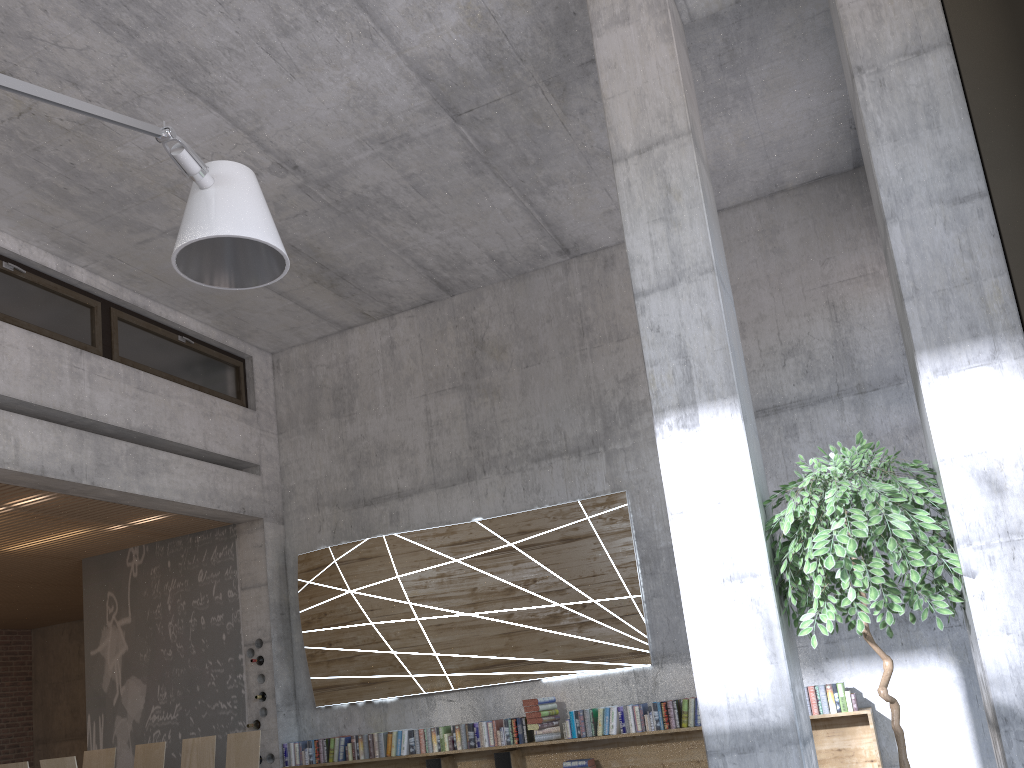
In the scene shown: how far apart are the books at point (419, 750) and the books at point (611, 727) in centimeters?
163cm

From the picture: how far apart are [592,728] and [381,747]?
1.96m

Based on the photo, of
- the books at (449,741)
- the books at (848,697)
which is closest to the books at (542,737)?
the books at (449,741)

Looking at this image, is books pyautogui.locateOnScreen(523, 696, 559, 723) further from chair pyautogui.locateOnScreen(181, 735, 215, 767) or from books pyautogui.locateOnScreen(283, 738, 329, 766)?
chair pyautogui.locateOnScreen(181, 735, 215, 767)

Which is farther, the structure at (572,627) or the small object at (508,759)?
the structure at (572,627)

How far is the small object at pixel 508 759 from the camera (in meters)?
7.20

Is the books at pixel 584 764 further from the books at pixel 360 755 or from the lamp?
the lamp

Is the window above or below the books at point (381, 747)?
above

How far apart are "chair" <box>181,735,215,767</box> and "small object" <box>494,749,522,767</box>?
2.4 meters

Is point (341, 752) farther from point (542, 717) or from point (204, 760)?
point (542, 717)
